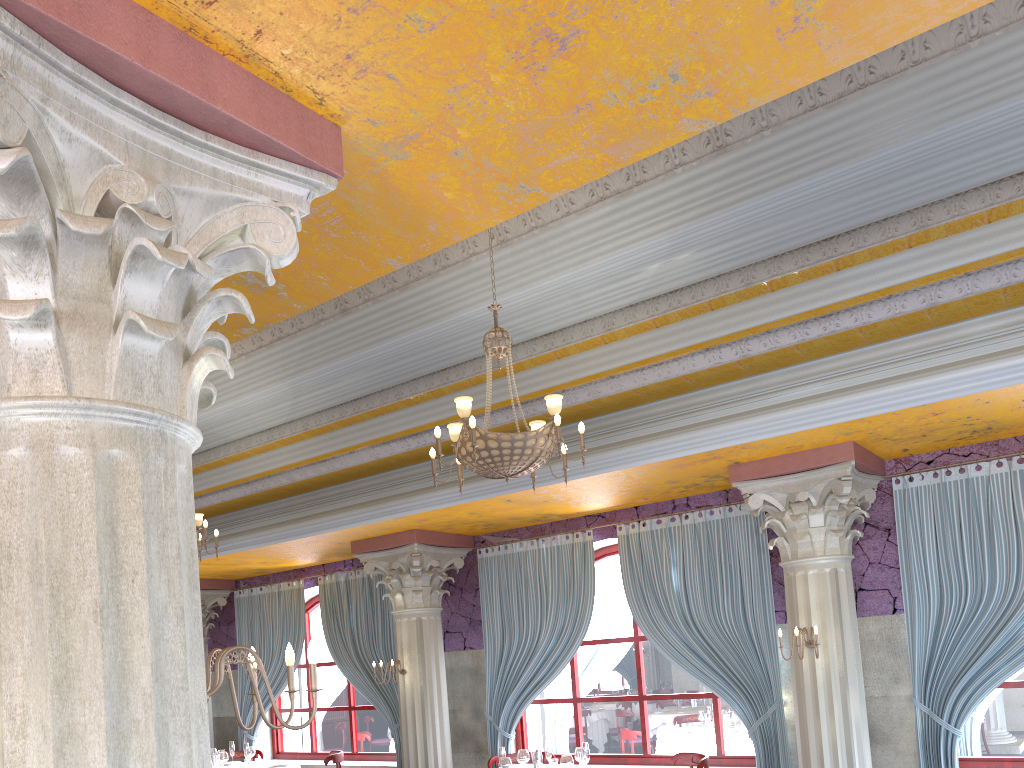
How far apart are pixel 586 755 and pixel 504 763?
0.71m

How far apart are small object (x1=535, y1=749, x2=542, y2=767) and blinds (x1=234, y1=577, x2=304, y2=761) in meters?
5.8 m

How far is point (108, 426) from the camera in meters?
2.1

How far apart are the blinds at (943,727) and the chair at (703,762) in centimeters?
171cm

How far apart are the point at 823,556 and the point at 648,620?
2.2m

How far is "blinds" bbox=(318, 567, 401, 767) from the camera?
10.7m

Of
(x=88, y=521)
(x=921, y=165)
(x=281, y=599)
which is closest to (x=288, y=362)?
(x=281, y=599)

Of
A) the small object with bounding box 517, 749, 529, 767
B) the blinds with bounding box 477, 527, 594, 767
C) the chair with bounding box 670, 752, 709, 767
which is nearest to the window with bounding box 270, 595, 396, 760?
the blinds with bounding box 477, 527, 594, 767

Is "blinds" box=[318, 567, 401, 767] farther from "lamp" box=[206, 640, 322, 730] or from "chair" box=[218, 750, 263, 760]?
"lamp" box=[206, 640, 322, 730]

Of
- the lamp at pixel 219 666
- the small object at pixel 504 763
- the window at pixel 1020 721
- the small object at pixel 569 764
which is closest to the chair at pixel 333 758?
the small object at pixel 504 763
